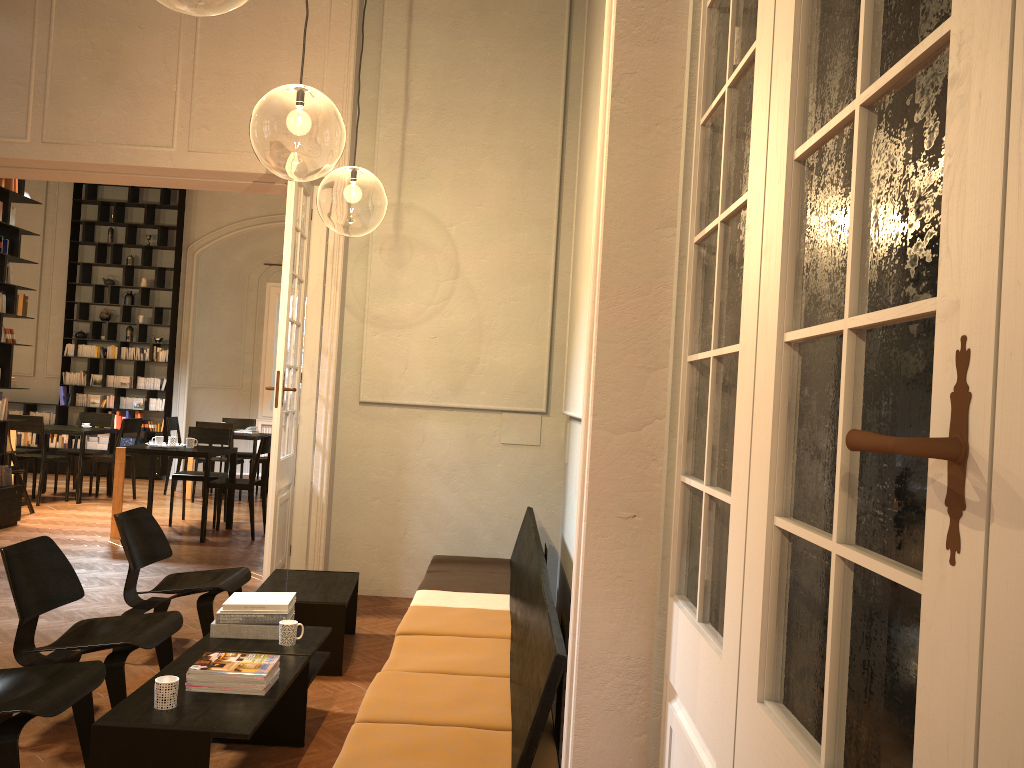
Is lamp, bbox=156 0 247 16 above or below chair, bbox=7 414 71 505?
above

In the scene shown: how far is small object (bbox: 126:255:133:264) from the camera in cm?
1412

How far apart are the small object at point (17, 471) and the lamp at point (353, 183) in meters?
4.5

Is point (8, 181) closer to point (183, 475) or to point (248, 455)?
point (183, 475)

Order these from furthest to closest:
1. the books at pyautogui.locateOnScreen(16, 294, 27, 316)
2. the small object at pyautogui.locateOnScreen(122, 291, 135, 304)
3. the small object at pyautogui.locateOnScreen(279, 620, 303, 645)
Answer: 1. the small object at pyautogui.locateOnScreen(122, 291, 135, 304)
2. the books at pyautogui.locateOnScreen(16, 294, 27, 316)
3. the small object at pyautogui.locateOnScreen(279, 620, 303, 645)

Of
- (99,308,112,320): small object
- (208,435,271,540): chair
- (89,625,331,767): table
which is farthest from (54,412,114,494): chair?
(89,625,331,767): table

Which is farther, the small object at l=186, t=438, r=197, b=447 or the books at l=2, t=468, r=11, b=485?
the small object at l=186, t=438, r=197, b=447

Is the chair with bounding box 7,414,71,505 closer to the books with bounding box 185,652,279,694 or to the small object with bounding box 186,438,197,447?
the small object with bounding box 186,438,197,447

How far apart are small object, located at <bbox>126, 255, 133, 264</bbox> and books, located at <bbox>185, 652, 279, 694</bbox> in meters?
12.0

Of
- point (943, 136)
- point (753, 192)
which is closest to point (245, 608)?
point (753, 192)
